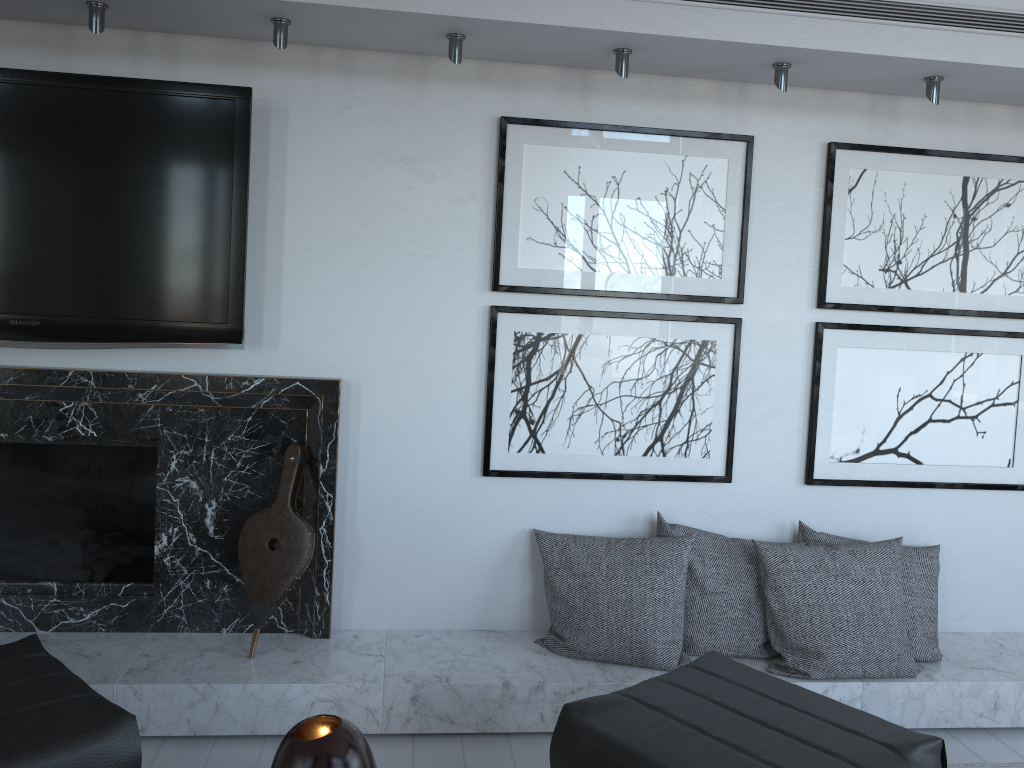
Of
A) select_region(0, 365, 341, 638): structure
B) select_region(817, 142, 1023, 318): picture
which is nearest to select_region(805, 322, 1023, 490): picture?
select_region(817, 142, 1023, 318): picture

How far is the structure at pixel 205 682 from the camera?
2.3 meters

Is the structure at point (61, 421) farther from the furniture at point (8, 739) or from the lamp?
the lamp

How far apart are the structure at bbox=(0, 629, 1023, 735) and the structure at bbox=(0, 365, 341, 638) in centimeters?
3cm

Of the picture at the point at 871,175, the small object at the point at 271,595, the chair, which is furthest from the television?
the picture at the point at 871,175

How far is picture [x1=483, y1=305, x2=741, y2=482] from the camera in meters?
2.7

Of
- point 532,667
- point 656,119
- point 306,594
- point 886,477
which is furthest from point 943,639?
point 306,594

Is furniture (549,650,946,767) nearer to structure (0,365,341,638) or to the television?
structure (0,365,341,638)

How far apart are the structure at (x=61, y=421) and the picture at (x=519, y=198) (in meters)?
0.55

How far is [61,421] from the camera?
2.5m
